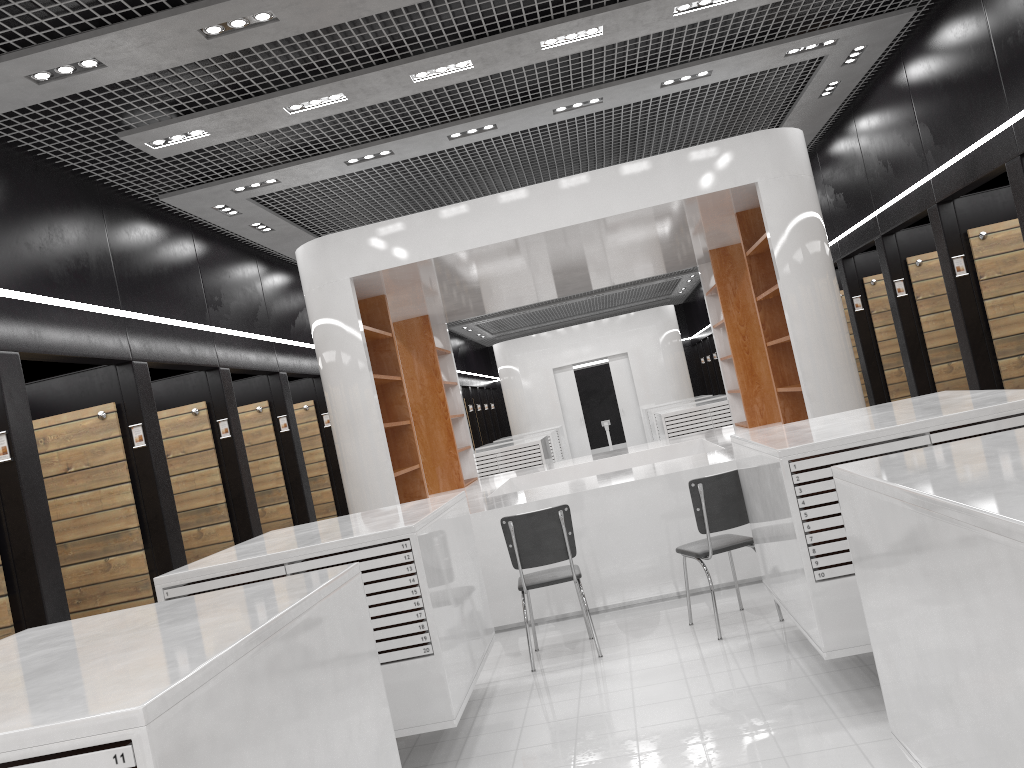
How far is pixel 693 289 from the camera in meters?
24.0 m

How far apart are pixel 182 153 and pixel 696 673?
4.9 meters

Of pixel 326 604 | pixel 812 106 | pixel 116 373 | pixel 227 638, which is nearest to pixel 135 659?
pixel 227 638

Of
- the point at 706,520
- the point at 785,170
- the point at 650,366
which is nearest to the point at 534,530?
the point at 706,520

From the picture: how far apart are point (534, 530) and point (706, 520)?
1.1m

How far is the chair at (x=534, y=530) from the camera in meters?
5.6

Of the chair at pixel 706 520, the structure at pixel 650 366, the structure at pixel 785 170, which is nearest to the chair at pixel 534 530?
the chair at pixel 706 520

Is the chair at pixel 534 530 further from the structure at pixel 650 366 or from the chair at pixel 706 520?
the structure at pixel 650 366

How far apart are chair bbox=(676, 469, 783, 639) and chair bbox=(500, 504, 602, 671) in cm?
69

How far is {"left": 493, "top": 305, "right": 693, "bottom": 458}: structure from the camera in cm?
1982
